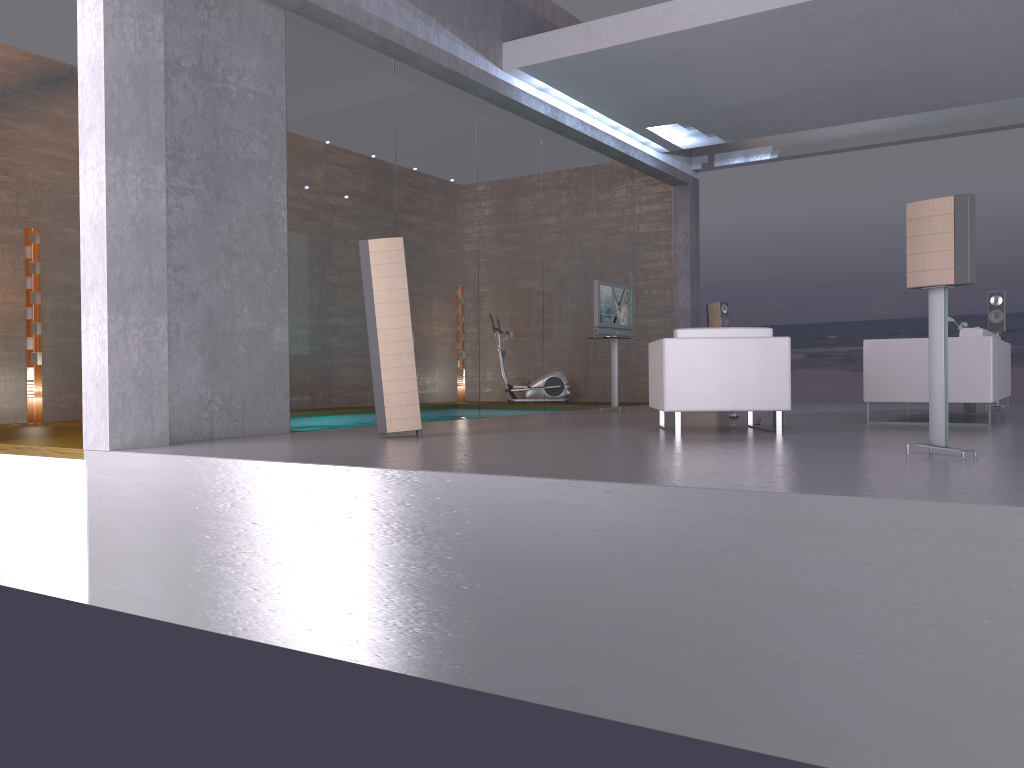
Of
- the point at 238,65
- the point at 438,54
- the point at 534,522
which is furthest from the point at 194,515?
the point at 438,54

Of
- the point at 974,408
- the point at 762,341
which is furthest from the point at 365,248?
the point at 974,408

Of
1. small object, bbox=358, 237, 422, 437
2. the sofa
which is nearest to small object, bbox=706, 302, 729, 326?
the sofa

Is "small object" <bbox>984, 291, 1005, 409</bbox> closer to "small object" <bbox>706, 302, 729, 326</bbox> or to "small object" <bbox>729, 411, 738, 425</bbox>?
"small object" <bbox>706, 302, 729, 326</bbox>

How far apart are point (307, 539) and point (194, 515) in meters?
0.9 m

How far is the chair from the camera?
6.5m

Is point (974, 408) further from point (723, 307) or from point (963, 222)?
point (963, 222)

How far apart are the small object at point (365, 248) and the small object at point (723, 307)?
7.1 meters

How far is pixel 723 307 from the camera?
12.52m

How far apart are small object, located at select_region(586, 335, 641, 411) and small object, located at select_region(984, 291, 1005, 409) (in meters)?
4.30
